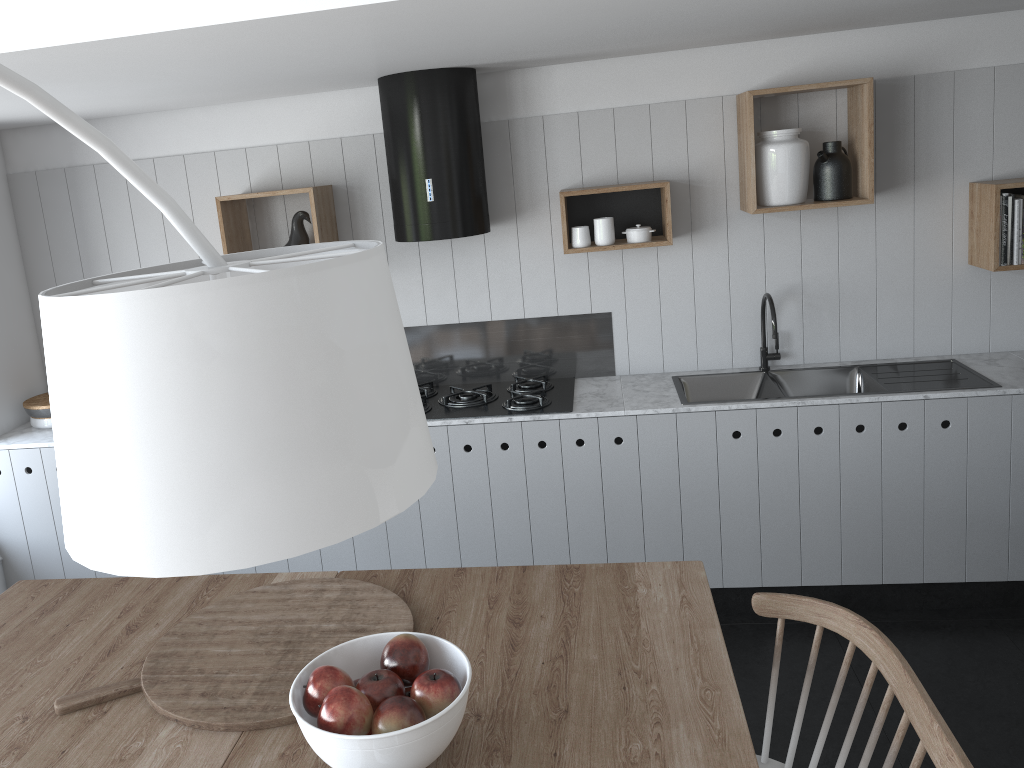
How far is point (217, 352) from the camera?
0.9 meters

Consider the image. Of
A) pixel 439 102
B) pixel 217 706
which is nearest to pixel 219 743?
pixel 217 706

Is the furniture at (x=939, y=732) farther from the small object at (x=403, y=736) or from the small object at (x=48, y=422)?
the small object at (x=48, y=422)

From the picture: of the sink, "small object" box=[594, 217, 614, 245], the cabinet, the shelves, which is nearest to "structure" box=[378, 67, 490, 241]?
the shelves

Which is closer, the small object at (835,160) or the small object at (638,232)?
the small object at (835,160)

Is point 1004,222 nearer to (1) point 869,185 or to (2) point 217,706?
(1) point 869,185

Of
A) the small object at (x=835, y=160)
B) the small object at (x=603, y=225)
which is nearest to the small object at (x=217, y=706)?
the small object at (x=603, y=225)

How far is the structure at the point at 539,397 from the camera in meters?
3.7 m

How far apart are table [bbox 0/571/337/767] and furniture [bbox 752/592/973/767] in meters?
1.1

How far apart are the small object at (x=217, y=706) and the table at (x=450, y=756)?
0.0 meters
